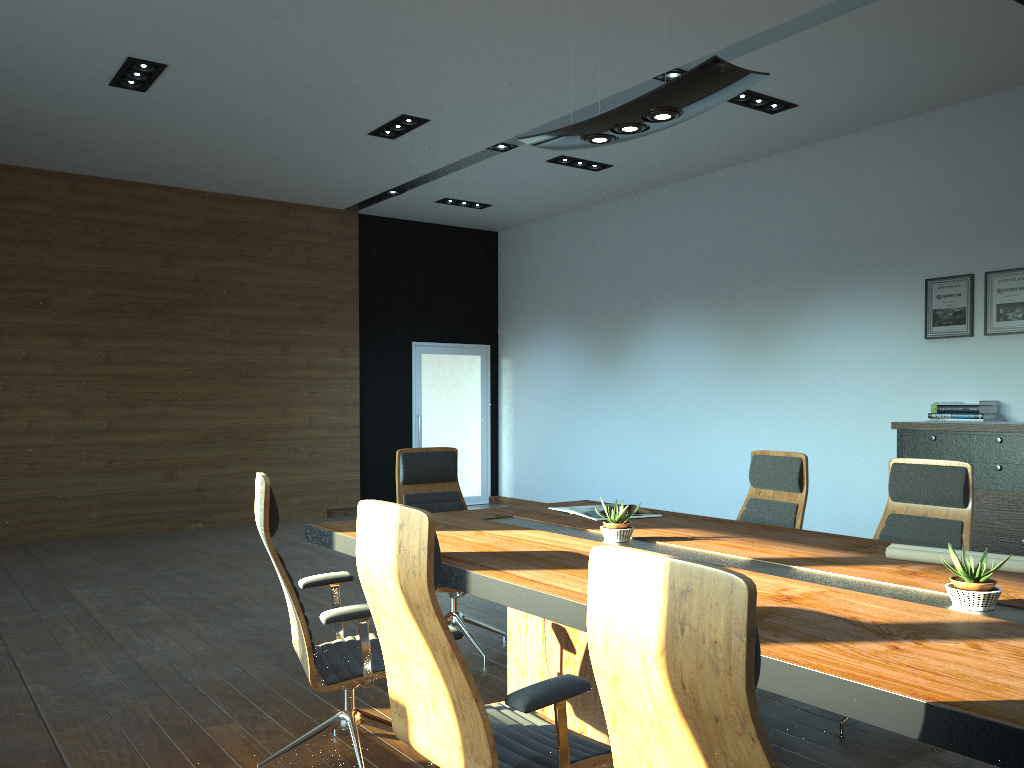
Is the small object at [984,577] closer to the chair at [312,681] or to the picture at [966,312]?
the chair at [312,681]

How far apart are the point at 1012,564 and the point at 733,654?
2.2 meters

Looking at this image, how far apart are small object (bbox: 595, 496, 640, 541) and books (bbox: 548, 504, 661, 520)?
0.6m

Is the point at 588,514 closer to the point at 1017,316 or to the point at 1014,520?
the point at 1014,520

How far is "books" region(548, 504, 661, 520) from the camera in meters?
4.5 m

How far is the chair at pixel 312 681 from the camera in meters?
3.0 m

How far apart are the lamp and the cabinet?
3.7 meters

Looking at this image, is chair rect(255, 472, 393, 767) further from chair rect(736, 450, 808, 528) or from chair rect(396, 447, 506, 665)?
chair rect(736, 450, 808, 528)

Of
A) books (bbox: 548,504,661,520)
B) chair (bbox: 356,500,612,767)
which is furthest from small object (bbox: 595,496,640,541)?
chair (bbox: 356,500,612,767)

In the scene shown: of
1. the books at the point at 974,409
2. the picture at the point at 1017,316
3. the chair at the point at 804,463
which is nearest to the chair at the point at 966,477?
the chair at the point at 804,463
